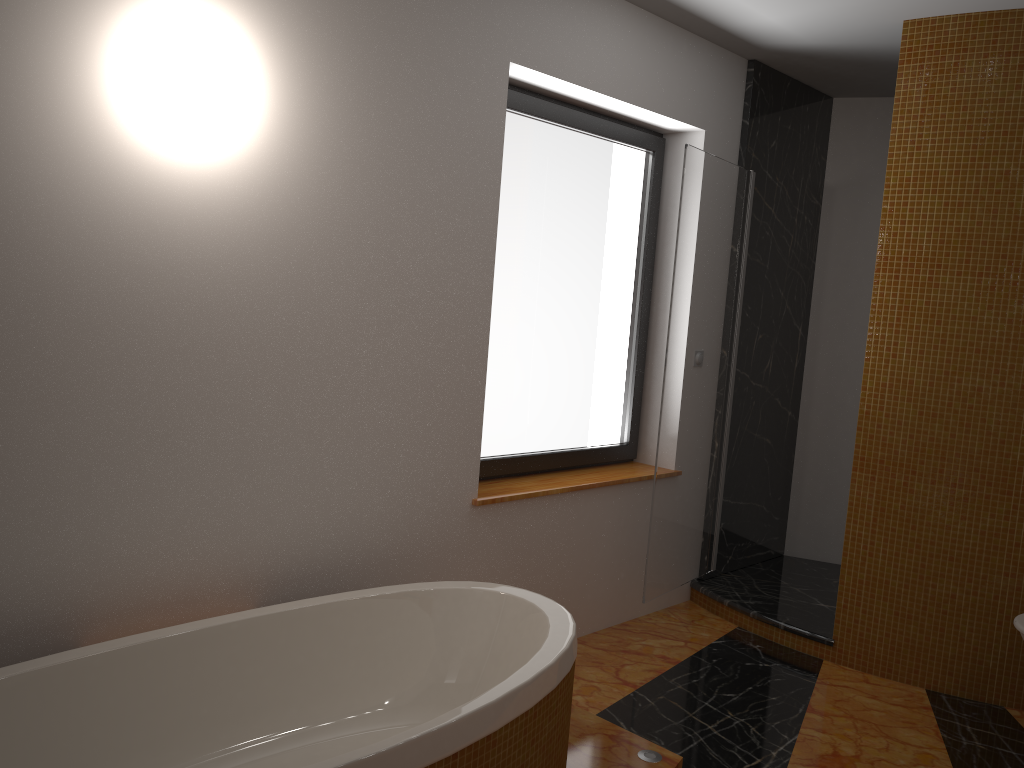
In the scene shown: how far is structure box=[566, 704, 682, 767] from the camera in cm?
248

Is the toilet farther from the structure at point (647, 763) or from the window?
the window

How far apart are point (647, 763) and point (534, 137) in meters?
2.2

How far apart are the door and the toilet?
A: 1.3 meters

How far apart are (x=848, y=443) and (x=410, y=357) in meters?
2.8 m

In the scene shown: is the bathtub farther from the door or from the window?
the door

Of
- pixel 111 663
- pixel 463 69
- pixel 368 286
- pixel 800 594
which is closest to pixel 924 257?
pixel 800 594

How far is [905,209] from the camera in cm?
334

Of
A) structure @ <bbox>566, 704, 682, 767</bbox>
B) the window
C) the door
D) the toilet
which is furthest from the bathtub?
the toilet

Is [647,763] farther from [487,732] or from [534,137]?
[534,137]
